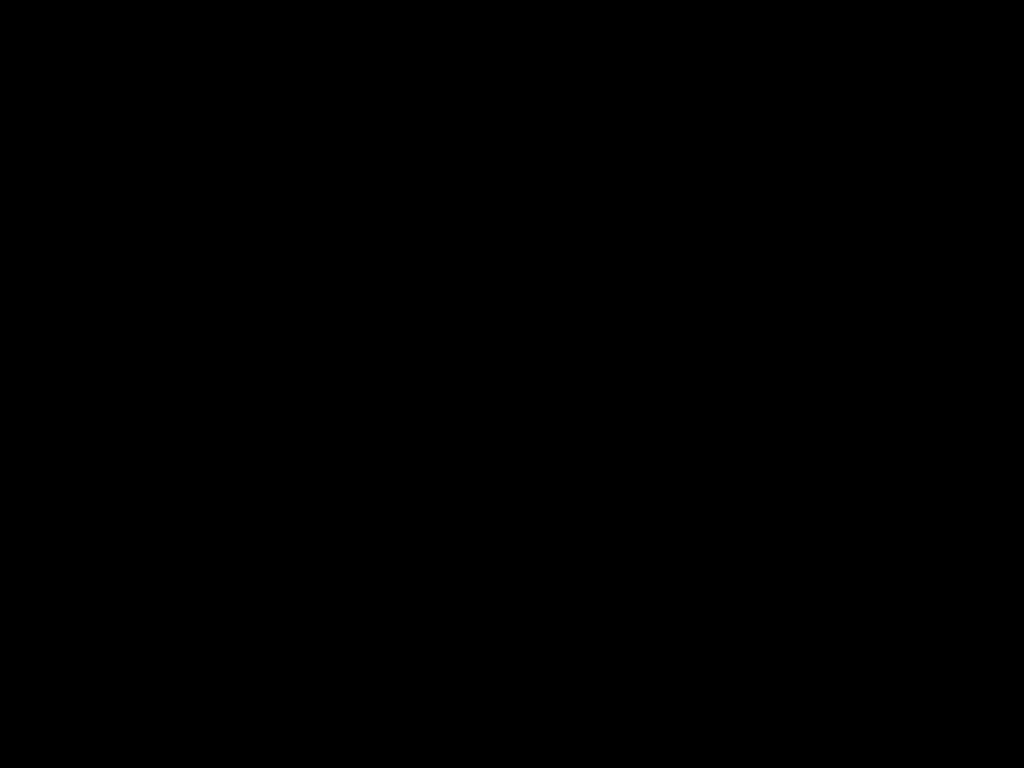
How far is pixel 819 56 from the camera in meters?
0.5 m

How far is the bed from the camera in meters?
0.5

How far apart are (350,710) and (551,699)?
0.1m

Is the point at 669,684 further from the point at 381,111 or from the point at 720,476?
the point at 720,476

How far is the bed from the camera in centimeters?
46cm
